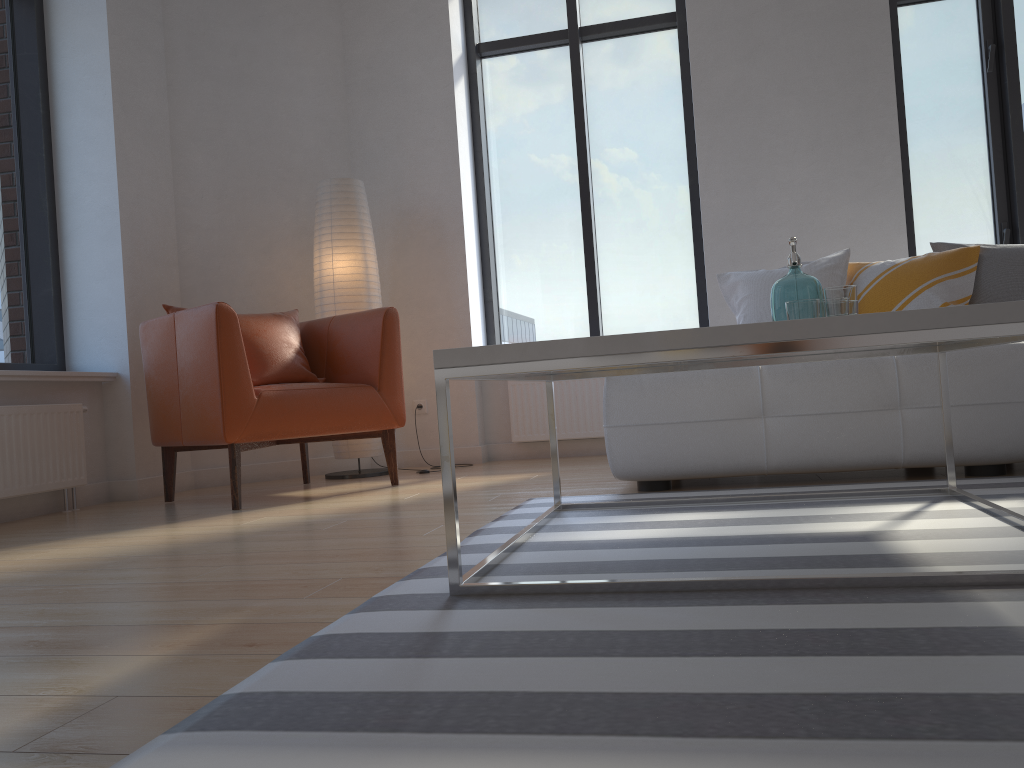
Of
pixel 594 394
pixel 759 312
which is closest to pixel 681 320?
pixel 594 394

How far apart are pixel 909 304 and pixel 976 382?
0.7m

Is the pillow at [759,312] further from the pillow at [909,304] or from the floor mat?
the floor mat

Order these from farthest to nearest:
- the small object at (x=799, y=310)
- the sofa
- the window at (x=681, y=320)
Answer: the window at (x=681, y=320), the sofa, the small object at (x=799, y=310)

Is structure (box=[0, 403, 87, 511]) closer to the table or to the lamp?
the lamp

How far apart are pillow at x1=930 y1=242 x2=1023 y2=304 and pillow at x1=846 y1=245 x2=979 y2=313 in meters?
0.0 m

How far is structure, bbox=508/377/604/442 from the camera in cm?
486

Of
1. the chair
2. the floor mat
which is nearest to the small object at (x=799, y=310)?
the floor mat

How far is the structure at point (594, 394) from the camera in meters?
4.9

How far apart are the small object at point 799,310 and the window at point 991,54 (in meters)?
3.02
